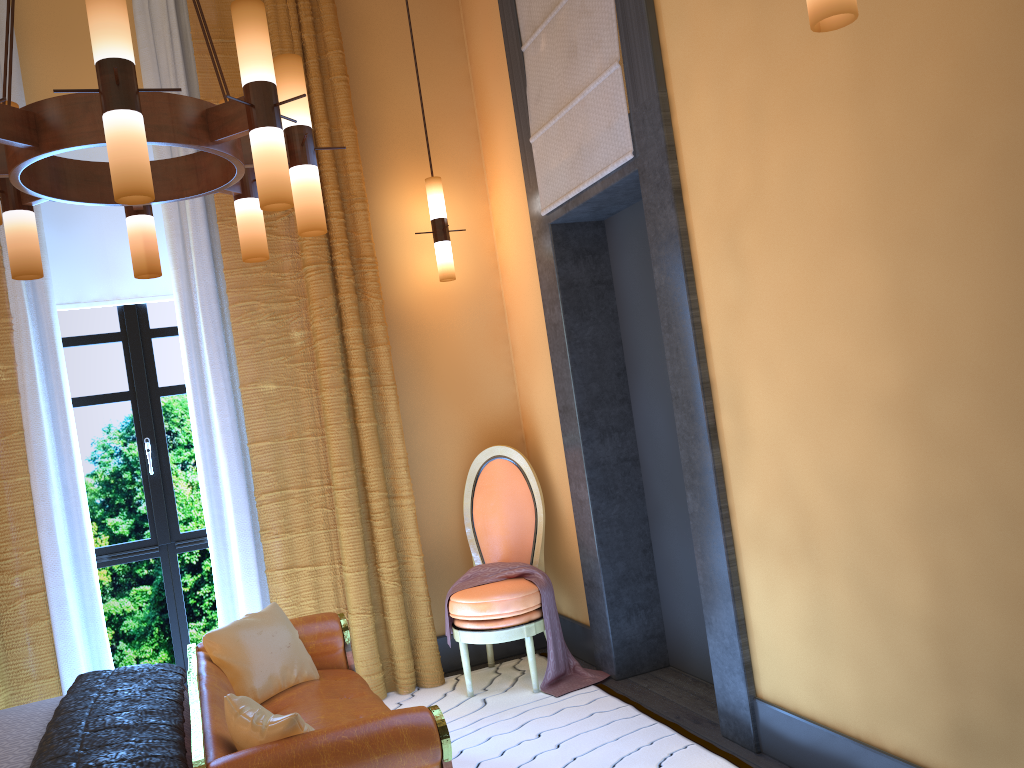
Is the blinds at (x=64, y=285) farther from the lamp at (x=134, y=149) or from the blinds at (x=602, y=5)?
the blinds at (x=602, y=5)

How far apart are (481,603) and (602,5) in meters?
2.6

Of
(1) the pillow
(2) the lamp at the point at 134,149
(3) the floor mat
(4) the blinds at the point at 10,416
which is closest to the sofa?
(1) the pillow

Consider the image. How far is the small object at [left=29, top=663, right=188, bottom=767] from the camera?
2.30m

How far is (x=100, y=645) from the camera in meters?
4.0

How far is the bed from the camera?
2.51m

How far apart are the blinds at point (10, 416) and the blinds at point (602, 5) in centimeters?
93cm

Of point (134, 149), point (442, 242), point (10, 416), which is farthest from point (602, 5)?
point (10, 416)

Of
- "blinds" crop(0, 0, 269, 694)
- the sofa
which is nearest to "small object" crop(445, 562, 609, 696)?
the sofa

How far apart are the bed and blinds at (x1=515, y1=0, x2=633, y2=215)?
2.5 meters
